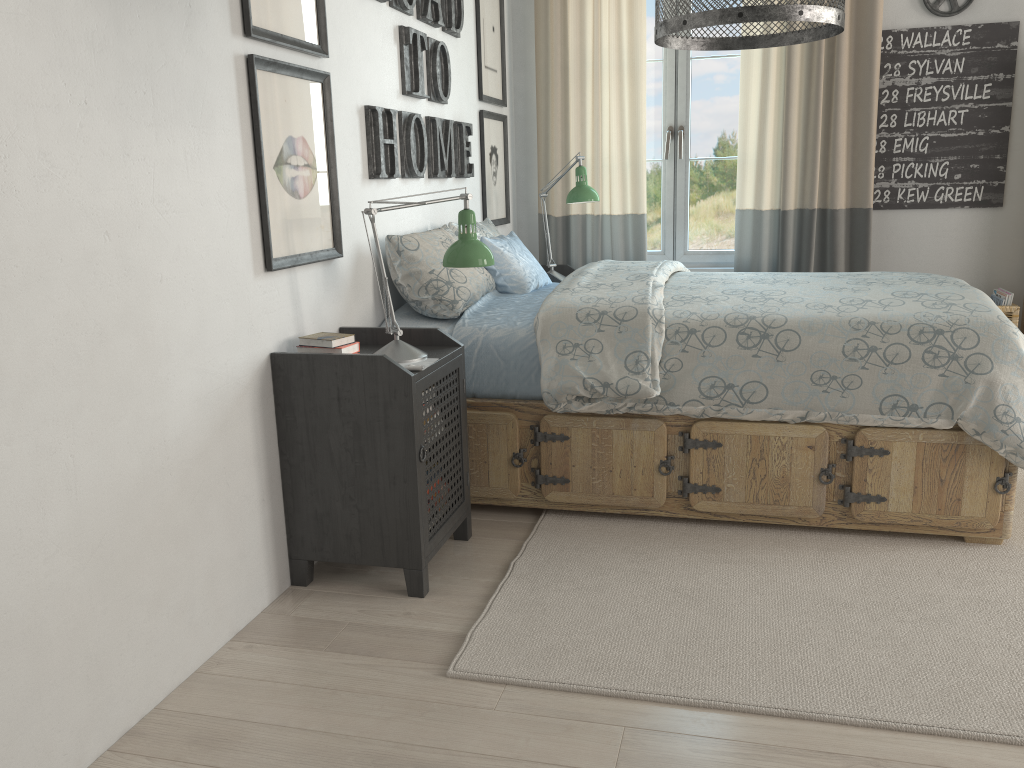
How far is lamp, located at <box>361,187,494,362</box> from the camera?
2.4m

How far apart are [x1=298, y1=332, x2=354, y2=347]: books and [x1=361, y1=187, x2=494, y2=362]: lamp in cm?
9

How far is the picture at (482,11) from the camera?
3.9m

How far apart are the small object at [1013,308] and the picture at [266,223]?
2.9 meters

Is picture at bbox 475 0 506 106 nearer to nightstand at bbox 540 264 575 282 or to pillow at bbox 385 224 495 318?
nightstand at bbox 540 264 575 282

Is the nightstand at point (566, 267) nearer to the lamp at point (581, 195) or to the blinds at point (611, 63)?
the blinds at point (611, 63)

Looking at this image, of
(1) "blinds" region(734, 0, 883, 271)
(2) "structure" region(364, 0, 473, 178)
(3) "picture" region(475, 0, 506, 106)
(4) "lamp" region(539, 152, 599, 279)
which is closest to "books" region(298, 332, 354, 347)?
(2) "structure" region(364, 0, 473, 178)

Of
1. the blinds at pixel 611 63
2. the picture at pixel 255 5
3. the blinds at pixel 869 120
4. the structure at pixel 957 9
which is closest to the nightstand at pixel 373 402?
the picture at pixel 255 5

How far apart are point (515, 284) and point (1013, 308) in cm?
228

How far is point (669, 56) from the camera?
4.3 meters
